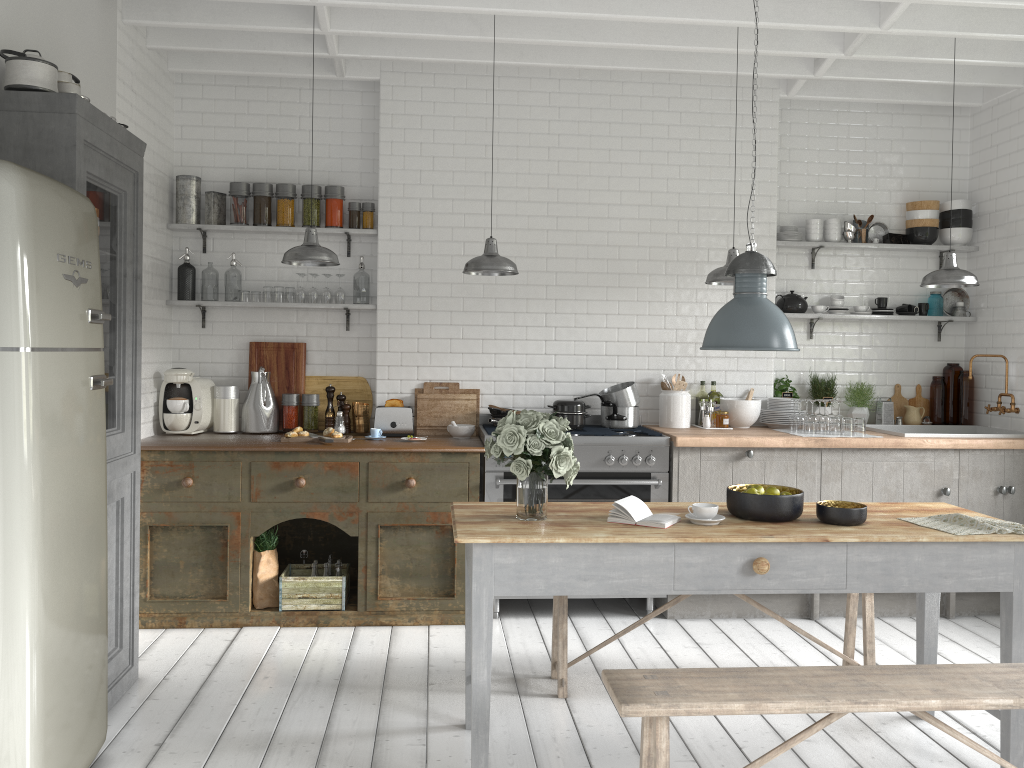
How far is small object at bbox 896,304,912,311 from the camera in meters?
7.4 m

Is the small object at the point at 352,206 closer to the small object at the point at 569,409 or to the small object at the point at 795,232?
the small object at the point at 569,409

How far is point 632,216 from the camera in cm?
717

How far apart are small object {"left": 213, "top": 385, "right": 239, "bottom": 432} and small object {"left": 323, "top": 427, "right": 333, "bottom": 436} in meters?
0.9

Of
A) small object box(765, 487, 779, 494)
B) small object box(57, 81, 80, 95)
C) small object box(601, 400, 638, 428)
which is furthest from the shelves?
small object box(765, 487, 779, 494)

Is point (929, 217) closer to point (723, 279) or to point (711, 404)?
Answer: point (711, 404)

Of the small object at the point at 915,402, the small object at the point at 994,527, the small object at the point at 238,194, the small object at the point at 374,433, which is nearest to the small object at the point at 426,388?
the small object at the point at 374,433

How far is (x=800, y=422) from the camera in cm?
677

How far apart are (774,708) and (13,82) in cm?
420

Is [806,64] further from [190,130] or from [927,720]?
[927,720]
